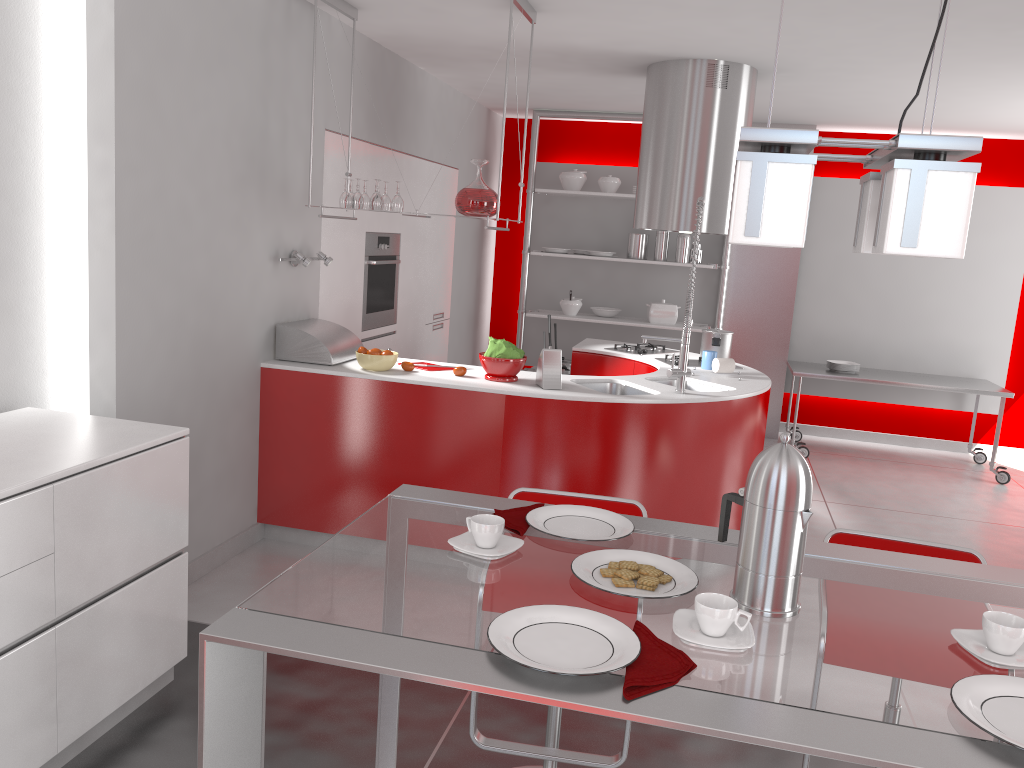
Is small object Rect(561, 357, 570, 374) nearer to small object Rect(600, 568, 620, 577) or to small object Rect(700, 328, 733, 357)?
small object Rect(700, 328, 733, 357)

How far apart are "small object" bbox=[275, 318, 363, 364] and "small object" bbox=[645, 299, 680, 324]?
3.32m

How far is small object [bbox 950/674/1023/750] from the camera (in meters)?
1.10

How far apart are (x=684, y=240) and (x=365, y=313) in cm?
290

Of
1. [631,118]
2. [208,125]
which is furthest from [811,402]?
[208,125]

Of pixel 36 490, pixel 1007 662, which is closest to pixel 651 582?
pixel 1007 662

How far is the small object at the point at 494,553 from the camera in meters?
1.6

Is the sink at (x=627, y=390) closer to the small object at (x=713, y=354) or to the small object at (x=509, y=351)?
the small object at (x=509, y=351)

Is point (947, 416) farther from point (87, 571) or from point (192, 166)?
point (87, 571)

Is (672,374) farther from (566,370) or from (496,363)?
(566,370)
